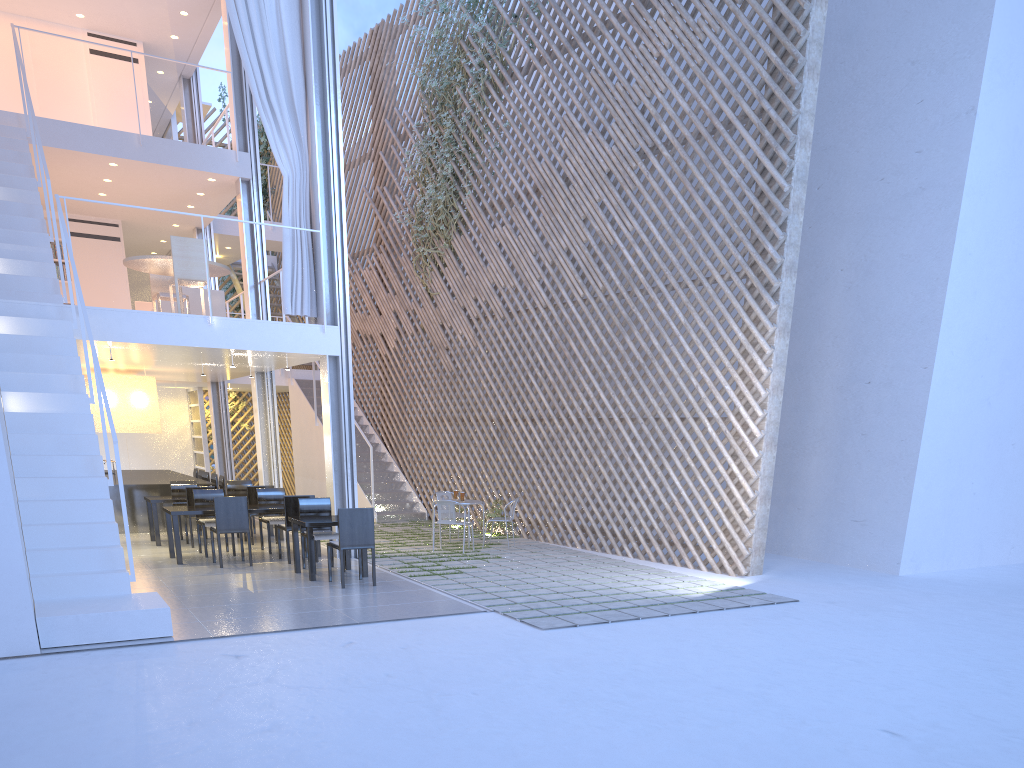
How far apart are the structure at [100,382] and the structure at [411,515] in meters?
3.5 m

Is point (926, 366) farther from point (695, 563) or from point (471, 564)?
point (471, 564)

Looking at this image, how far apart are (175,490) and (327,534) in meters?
2.2 m

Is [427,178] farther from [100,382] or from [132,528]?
[100,382]

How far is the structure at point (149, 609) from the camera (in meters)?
3.15

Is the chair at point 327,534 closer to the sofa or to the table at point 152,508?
the table at point 152,508

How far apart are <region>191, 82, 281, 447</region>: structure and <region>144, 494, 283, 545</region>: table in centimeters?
590cm

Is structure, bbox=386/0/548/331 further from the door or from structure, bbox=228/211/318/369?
the door

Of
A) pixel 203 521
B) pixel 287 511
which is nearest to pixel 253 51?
pixel 287 511

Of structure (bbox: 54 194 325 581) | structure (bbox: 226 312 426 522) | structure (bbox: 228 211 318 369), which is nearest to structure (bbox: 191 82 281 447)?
structure (bbox: 228 211 318 369)
